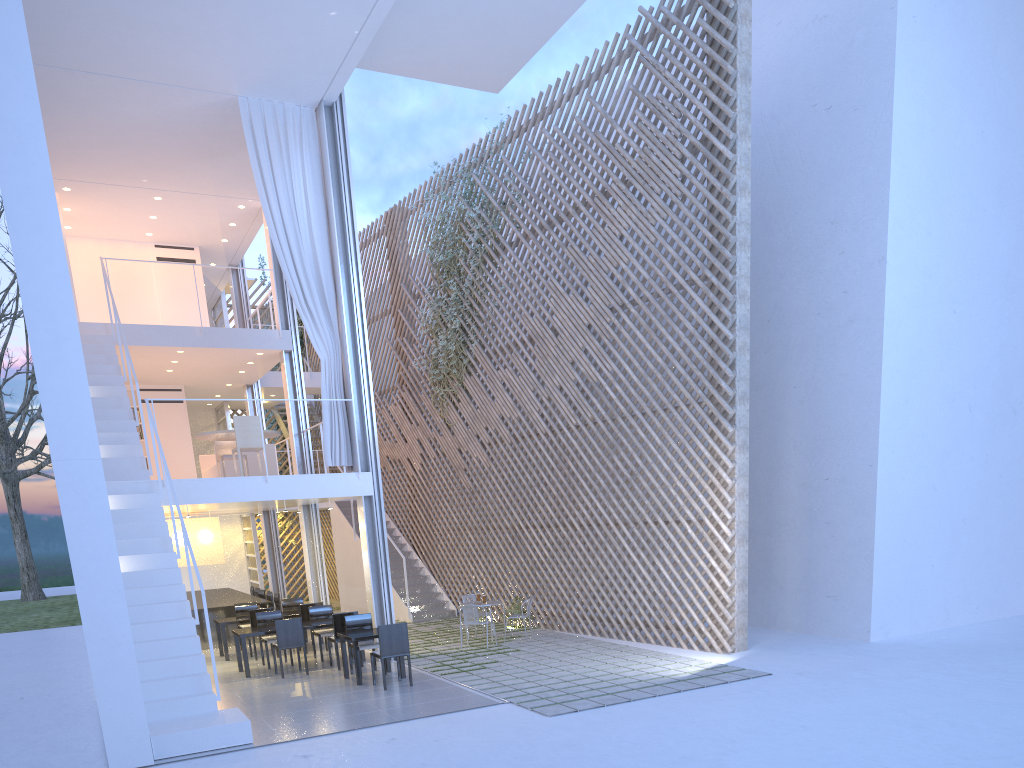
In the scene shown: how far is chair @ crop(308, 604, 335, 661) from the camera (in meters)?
6.24

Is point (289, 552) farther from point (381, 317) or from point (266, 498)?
point (266, 498)

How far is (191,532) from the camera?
7.4 meters

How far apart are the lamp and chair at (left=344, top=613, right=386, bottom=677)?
2.4 meters

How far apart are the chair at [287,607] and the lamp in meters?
0.8

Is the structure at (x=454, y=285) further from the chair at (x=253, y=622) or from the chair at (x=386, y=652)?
the chair at (x=386, y=652)

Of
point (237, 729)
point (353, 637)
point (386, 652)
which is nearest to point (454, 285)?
point (353, 637)

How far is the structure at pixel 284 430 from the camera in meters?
11.0

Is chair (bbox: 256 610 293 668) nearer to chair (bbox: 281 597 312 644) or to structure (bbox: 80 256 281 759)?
chair (bbox: 281 597 312 644)

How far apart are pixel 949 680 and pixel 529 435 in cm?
410
